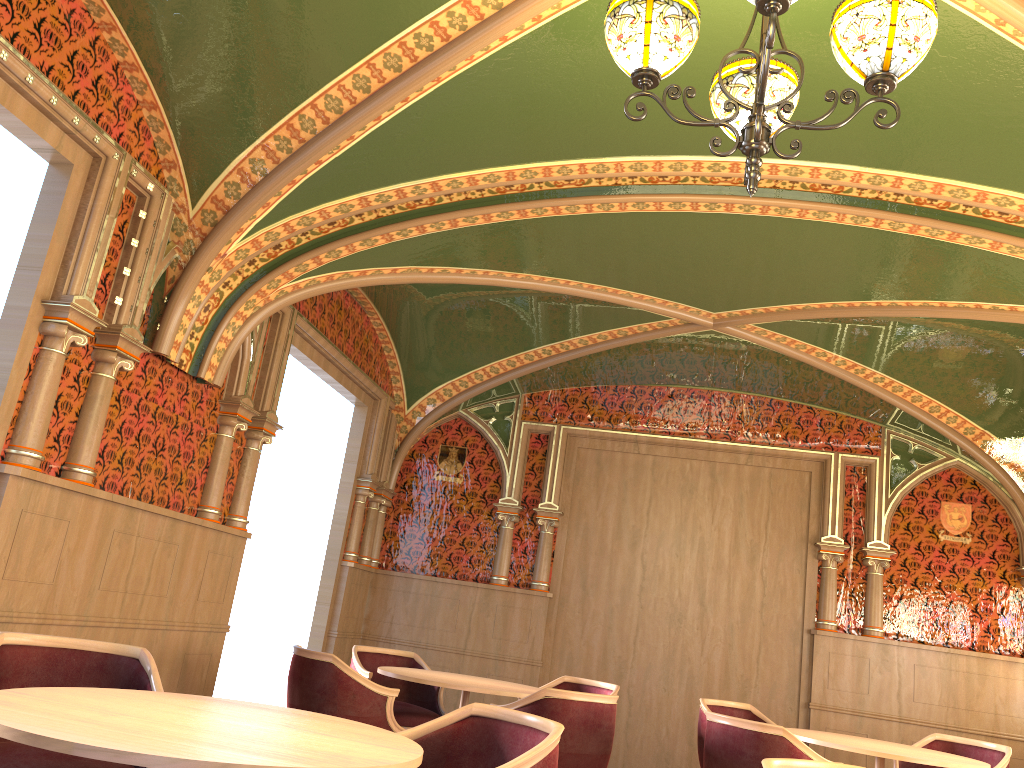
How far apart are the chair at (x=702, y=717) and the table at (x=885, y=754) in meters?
0.7 m

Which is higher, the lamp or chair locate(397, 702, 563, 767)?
the lamp

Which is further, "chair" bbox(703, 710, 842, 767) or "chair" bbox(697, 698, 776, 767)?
"chair" bbox(697, 698, 776, 767)

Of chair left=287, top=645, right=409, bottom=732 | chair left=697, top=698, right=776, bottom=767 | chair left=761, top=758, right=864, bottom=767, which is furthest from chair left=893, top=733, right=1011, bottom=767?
chair left=761, top=758, right=864, bottom=767

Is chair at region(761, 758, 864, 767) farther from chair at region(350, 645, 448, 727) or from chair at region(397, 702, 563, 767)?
chair at region(350, 645, 448, 727)

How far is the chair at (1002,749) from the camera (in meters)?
Answer: 5.70

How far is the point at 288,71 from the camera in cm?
407

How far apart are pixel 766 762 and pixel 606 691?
3.8m

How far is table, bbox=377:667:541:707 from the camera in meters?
5.1

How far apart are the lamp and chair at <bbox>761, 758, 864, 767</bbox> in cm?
167
